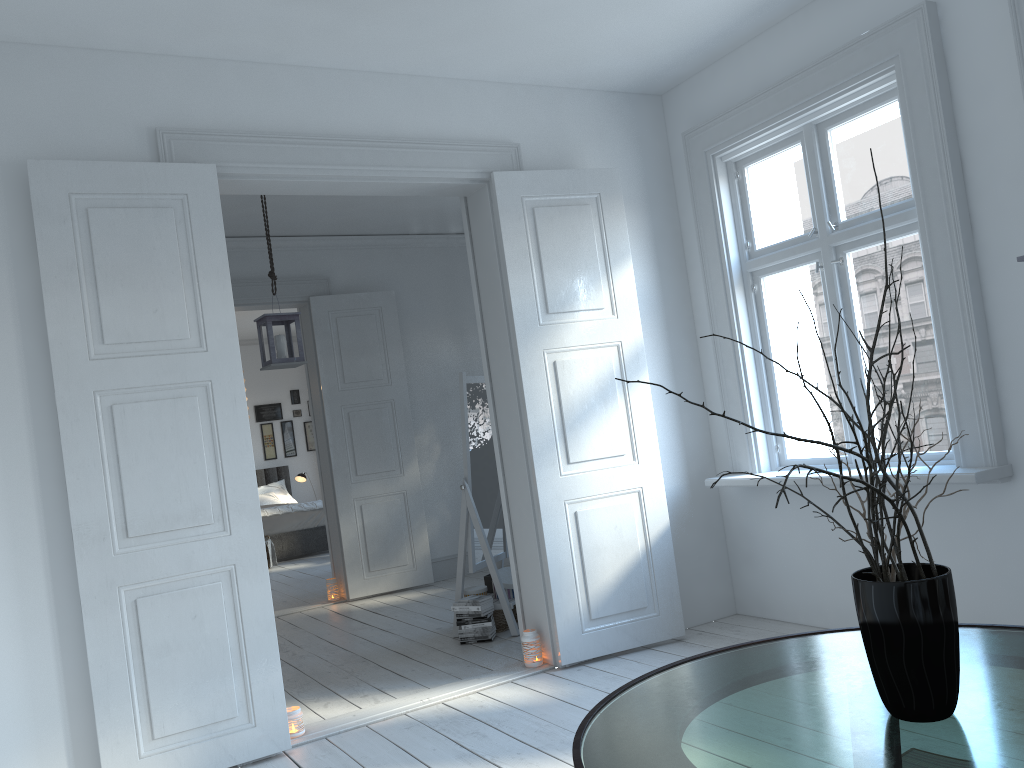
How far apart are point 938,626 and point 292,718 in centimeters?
275cm

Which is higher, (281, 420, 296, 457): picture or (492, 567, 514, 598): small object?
(281, 420, 296, 457): picture

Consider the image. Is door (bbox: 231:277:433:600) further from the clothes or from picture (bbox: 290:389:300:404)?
picture (bbox: 290:389:300:404)

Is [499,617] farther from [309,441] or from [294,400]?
[294,400]

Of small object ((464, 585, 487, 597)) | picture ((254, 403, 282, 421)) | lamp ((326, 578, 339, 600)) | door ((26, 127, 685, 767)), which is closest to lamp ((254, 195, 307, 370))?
door ((26, 127, 685, 767))

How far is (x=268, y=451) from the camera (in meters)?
12.12

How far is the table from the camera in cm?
154

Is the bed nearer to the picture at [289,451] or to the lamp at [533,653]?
the picture at [289,451]

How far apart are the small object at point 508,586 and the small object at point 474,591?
0.1m

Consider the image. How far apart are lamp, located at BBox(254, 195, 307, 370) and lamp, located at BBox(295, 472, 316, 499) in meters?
6.4 m
